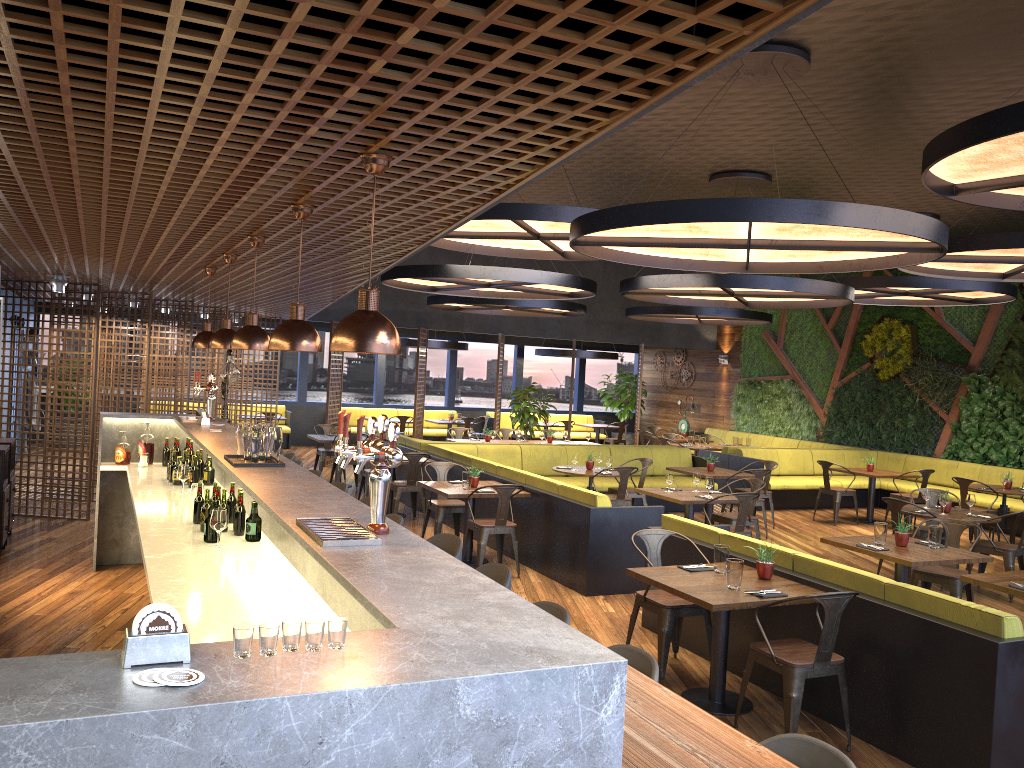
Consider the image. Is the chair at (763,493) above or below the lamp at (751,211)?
below

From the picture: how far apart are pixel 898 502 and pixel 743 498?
1.6 meters

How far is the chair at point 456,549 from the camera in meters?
4.9 m

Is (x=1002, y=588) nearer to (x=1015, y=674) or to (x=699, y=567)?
(x=1015, y=674)

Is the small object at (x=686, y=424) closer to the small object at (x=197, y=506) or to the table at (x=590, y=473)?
the table at (x=590, y=473)

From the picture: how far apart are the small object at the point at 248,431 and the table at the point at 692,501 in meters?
5.3

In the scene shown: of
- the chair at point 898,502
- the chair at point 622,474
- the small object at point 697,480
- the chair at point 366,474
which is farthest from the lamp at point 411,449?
the chair at point 898,502

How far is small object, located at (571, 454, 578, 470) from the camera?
11.2m

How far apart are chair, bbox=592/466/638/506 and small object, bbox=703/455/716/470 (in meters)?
1.85

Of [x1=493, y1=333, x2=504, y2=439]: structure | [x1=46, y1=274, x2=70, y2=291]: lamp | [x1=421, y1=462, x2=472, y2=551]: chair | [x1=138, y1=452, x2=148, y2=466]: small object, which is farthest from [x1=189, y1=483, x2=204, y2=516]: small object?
[x1=493, y1=333, x2=504, y2=439]: structure
